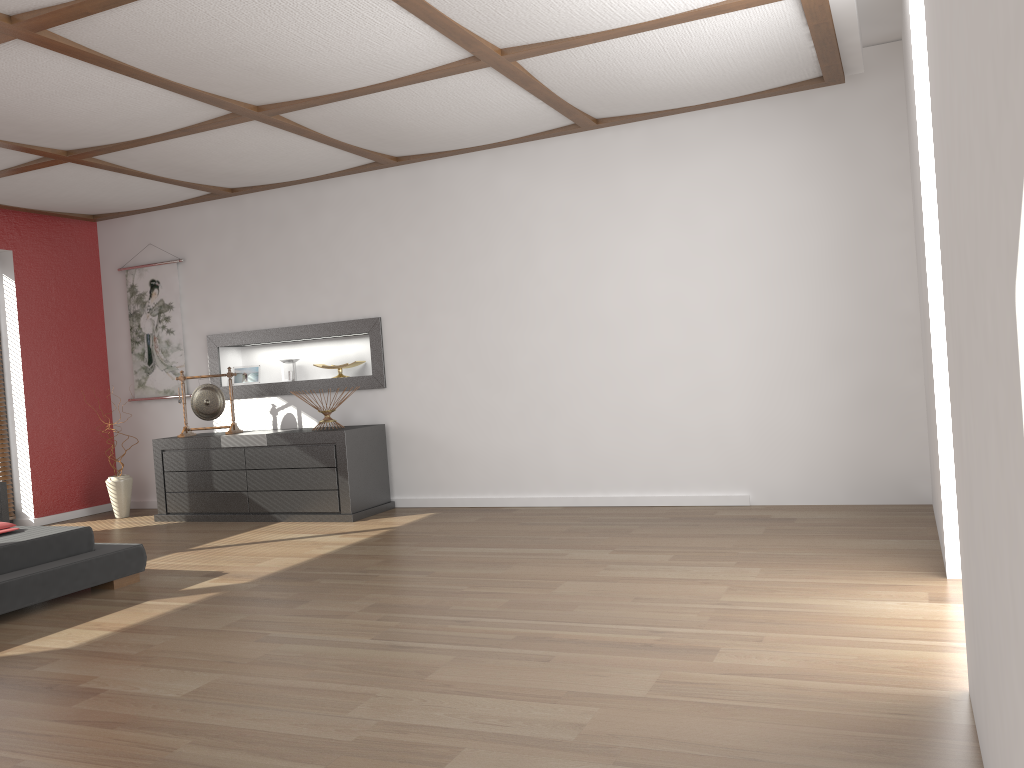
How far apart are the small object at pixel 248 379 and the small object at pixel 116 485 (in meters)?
1.09

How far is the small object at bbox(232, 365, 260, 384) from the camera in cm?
699

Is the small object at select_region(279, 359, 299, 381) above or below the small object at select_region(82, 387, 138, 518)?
above

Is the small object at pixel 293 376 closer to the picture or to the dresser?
the dresser

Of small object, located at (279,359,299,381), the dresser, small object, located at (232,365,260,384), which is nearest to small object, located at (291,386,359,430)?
the dresser

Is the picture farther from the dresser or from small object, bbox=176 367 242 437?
the dresser

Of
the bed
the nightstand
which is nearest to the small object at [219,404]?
the nightstand

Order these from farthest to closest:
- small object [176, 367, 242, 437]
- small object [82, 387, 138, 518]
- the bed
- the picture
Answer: the picture → small object [82, 387, 138, 518] → small object [176, 367, 242, 437] → the bed

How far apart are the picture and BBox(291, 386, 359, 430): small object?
1.7 meters

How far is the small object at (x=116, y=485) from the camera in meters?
6.8 m
